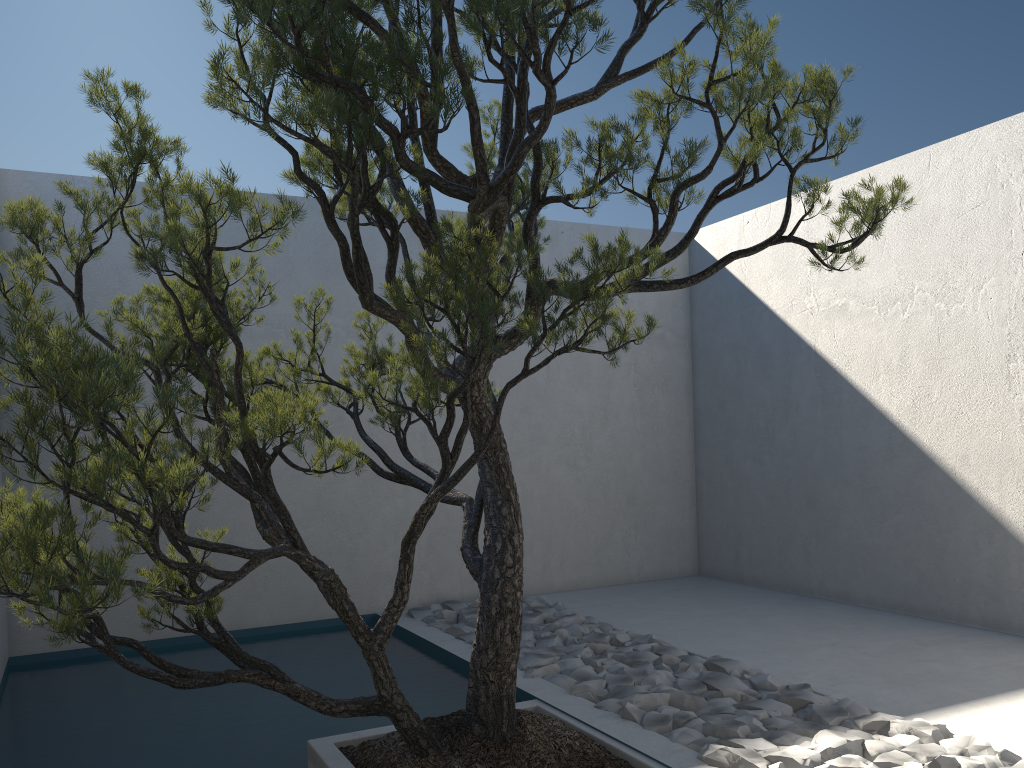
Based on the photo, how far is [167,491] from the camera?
1.8 meters

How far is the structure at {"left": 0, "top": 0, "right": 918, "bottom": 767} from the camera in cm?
181

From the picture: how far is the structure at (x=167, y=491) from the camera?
1.81m
